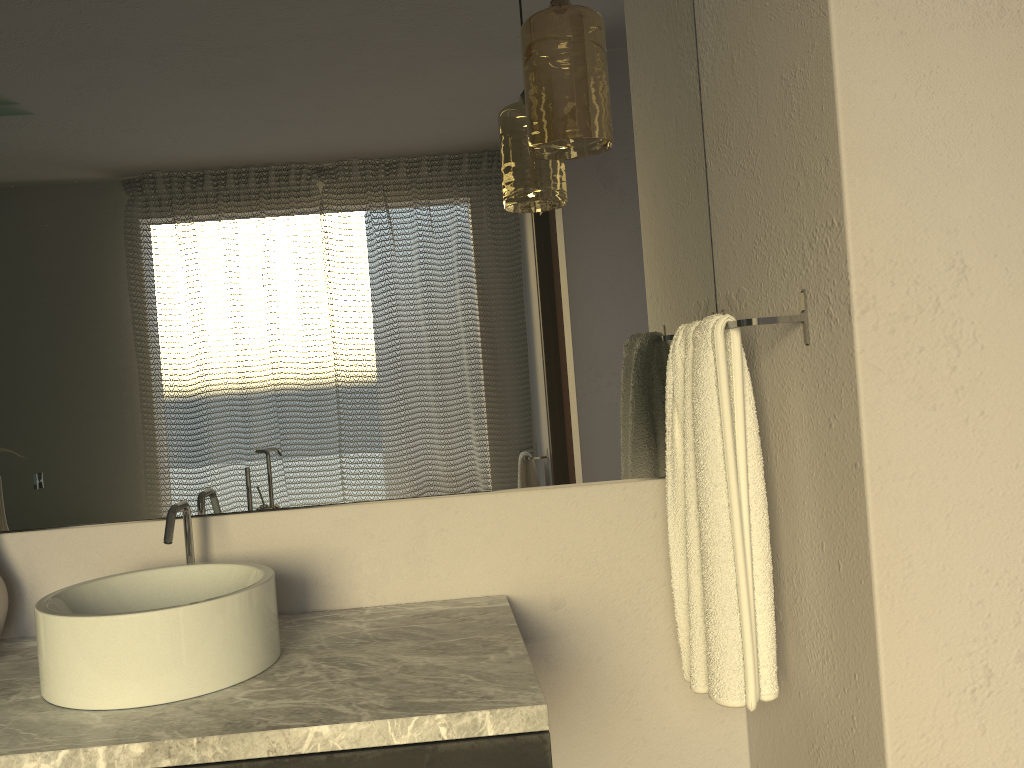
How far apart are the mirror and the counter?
0.20m

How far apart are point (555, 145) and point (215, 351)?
0.7m

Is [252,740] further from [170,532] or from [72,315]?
[72,315]

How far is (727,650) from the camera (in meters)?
1.39

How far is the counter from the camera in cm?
109

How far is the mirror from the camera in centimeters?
162cm

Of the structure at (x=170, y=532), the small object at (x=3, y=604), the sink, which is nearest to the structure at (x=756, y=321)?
the sink

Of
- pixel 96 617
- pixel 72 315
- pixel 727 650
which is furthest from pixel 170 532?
pixel 727 650

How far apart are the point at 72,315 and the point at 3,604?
0.5m

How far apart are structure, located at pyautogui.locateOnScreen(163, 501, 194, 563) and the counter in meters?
0.2 m
